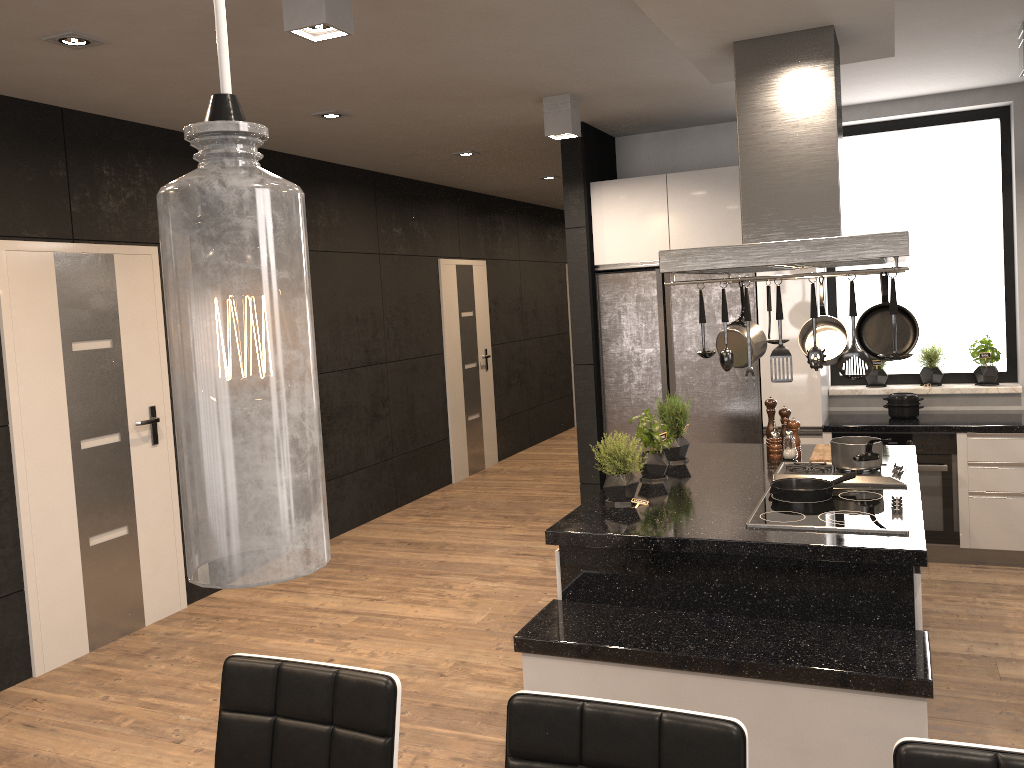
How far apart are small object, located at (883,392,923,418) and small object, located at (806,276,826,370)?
2.8 meters

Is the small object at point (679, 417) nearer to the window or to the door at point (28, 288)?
the window

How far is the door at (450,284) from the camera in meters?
8.2 m

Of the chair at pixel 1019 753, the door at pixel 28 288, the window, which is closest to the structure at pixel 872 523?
the chair at pixel 1019 753

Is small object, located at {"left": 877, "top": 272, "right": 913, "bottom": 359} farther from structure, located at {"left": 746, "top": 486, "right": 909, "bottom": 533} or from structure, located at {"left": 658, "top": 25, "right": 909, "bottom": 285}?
structure, located at {"left": 746, "top": 486, "right": 909, "bottom": 533}

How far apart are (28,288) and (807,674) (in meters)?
3.78

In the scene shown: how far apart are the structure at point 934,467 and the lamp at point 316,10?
3.80m

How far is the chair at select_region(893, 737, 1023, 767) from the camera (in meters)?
1.33

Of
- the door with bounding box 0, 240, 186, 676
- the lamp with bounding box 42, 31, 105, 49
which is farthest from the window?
the lamp with bounding box 42, 31, 105, 49

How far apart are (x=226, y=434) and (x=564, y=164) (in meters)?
5.35
